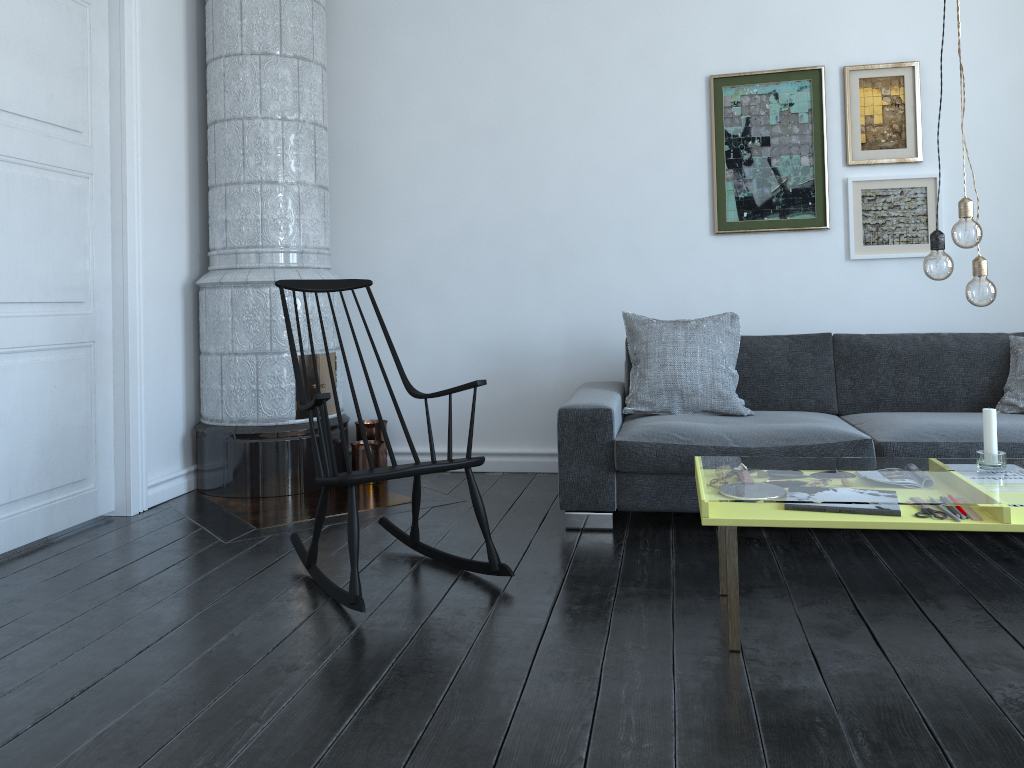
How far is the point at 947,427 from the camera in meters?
3.3 m

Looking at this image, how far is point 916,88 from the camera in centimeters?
420cm

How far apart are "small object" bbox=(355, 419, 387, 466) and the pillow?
1.43m

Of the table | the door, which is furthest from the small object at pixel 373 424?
the table

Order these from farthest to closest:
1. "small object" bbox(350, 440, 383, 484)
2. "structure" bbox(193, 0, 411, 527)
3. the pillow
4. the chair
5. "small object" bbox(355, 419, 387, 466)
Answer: "small object" bbox(355, 419, 387, 466)
"small object" bbox(350, 440, 383, 484)
"structure" bbox(193, 0, 411, 527)
the pillow
the chair

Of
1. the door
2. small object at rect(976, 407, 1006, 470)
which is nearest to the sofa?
small object at rect(976, 407, 1006, 470)

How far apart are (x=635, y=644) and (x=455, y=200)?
2.89m

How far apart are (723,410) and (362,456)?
1.8 meters

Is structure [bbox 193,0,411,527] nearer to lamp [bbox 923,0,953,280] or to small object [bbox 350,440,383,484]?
small object [bbox 350,440,383,484]

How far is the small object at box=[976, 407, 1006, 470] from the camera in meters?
2.5 m
